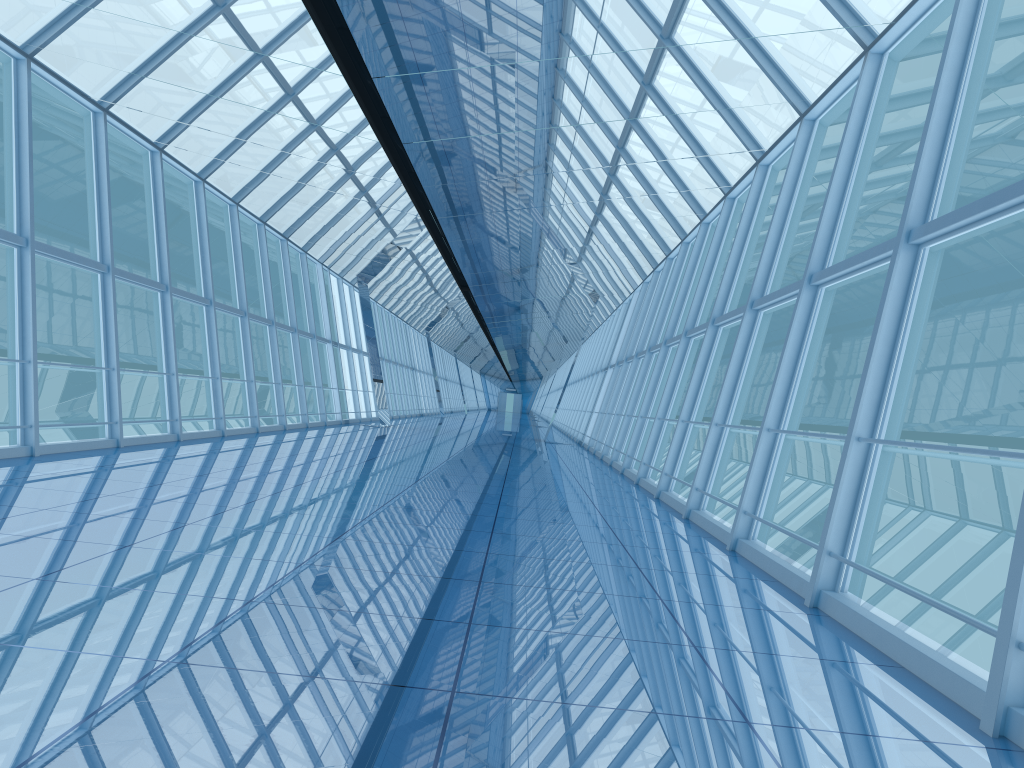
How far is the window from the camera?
5.59m

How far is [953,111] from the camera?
5.6m

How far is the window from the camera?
5.59m
